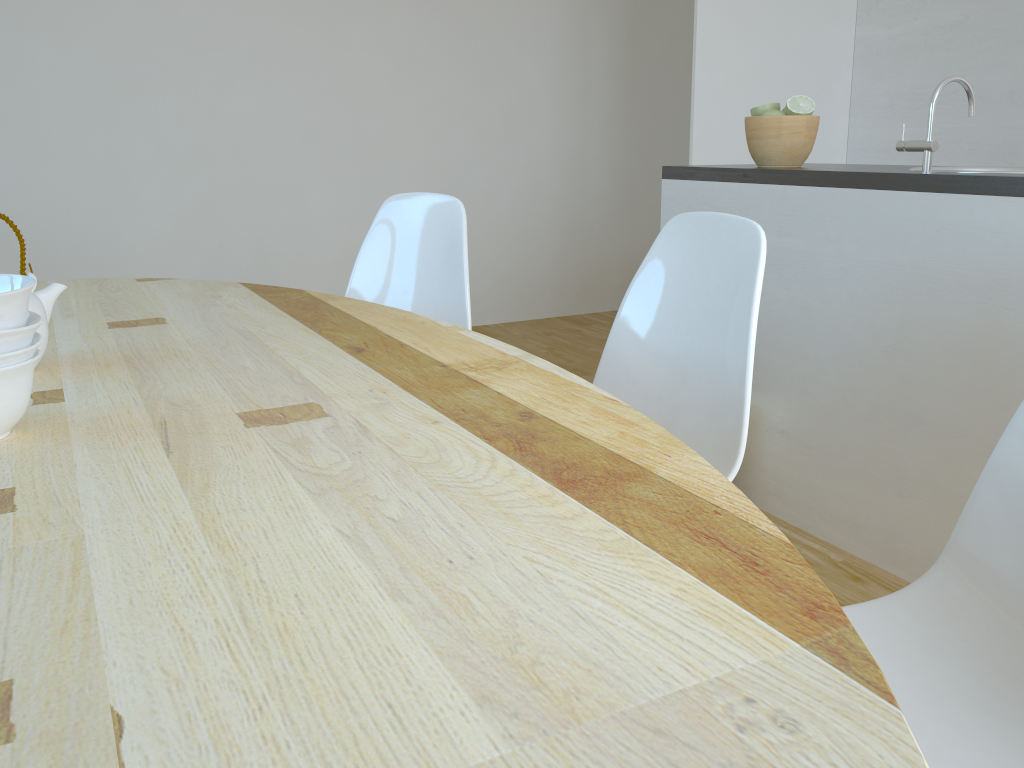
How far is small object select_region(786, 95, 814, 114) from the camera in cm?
239

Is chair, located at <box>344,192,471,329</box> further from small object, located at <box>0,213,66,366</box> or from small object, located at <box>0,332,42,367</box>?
small object, located at <box>0,332,42,367</box>

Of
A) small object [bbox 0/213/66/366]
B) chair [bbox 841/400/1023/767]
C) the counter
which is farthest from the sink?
small object [bbox 0/213/66/366]

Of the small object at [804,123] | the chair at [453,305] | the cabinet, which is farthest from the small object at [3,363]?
the small object at [804,123]

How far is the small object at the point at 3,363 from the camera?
0.86m

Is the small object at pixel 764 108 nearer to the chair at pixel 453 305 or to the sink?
the sink

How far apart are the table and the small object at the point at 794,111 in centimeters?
141cm

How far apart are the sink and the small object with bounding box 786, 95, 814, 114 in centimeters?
40cm

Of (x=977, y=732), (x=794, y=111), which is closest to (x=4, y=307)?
(x=977, y=732)

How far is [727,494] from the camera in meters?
0.8
